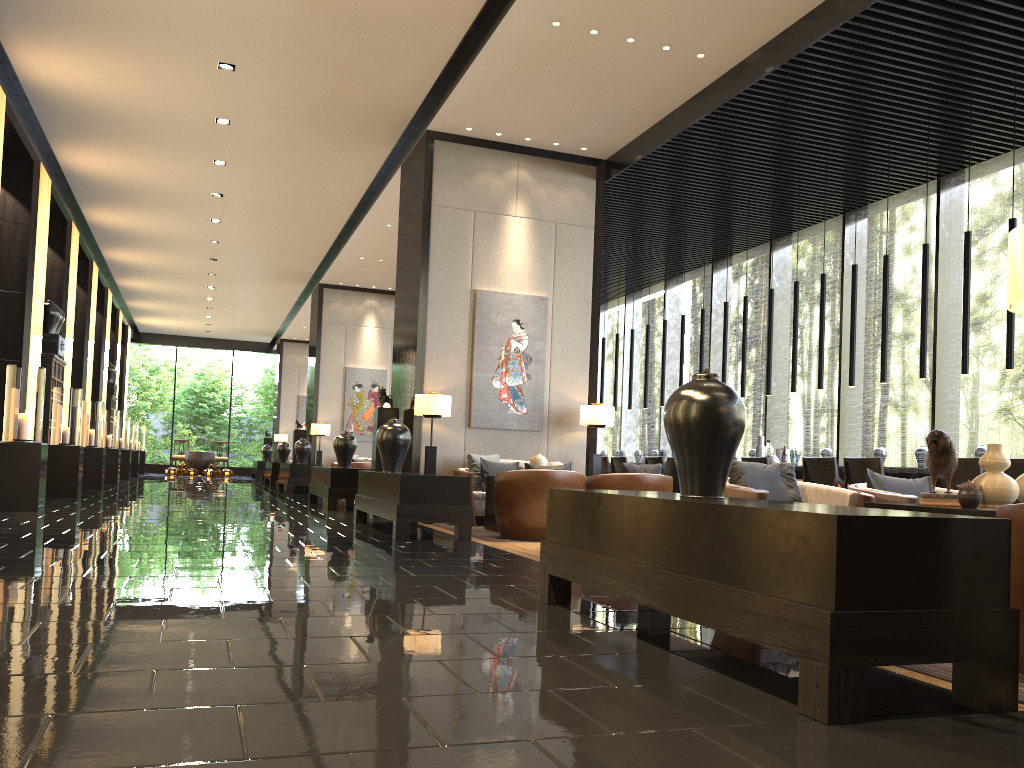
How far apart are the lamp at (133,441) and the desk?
16.57m

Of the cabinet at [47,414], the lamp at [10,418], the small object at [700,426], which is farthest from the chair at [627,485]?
the cabinet at [47,414]

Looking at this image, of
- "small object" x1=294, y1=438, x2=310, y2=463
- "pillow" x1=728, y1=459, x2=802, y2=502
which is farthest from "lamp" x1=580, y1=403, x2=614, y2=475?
"small object" x1=294, y1=438, x2=310, y2=463

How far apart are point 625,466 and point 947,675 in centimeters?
486cm

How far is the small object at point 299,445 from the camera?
16.2 meters

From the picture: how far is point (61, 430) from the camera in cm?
1122

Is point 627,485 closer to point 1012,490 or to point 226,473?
point 1012,490

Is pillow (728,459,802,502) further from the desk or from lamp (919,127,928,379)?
the desk

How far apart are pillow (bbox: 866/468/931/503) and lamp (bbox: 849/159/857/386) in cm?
453

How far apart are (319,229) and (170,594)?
11.60m
